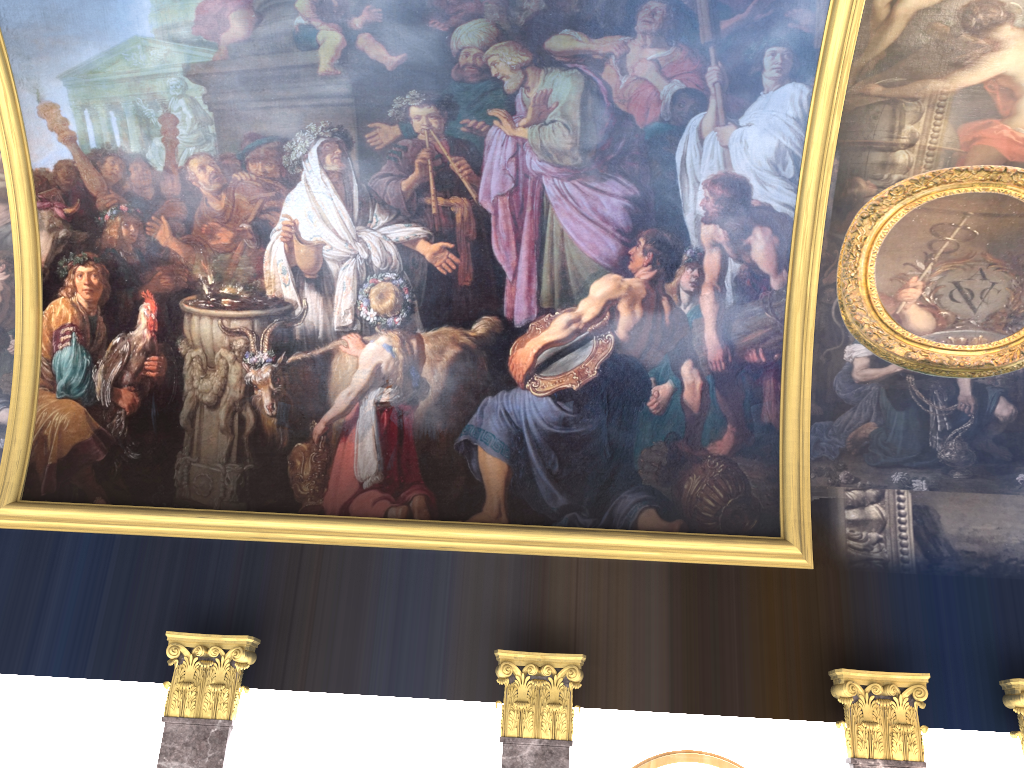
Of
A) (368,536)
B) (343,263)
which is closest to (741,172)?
(343,263)
